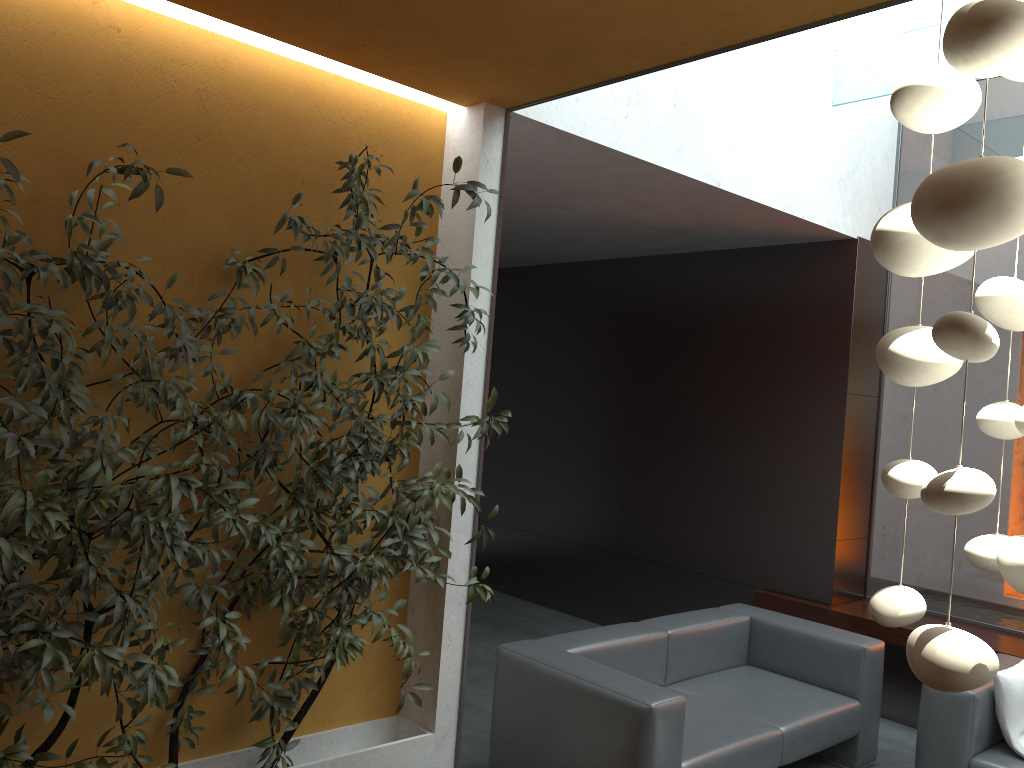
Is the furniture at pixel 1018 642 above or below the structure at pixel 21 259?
below

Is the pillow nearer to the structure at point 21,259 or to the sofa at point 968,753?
the sofa at point 968,753

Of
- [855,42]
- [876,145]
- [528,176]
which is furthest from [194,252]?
[876,145]

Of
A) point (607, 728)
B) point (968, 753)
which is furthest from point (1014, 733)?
point (607, 728)

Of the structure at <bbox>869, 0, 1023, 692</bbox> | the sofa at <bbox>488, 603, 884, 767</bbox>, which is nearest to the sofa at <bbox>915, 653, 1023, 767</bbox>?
the sofa at <bbox>488, 603, 884, 767</bbox>

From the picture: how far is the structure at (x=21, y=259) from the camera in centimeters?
247cm

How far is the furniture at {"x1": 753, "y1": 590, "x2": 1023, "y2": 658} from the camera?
5.2 meters

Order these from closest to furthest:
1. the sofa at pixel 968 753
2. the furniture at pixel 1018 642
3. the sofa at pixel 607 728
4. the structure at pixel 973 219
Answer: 1. the structure at pixel 973 219
2. the sofa at pixel 607 728
3. the sofa at pixel 968 753
4. the furniture at pixel 1018 642

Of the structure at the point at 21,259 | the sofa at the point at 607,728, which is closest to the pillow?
the sofa at the point at 607,728

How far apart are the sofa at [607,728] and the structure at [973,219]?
2.2 meters
